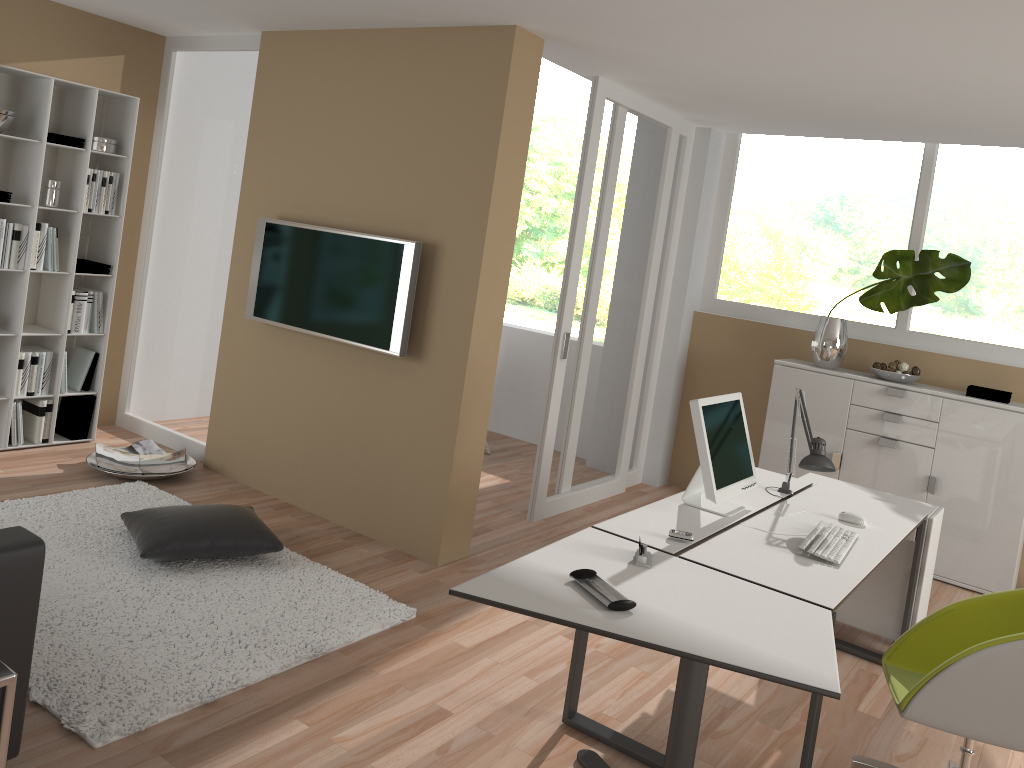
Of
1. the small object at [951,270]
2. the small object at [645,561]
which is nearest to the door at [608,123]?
the small object at [951,270]

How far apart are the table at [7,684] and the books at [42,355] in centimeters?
354cm

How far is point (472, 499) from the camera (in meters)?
4.53

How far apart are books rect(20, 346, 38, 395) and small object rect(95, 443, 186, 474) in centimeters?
52cm

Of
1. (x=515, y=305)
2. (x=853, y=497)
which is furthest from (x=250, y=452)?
(x=515, y=305)

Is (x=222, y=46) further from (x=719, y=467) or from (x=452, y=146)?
(x=719, y=467)

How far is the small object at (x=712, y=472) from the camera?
3.3m

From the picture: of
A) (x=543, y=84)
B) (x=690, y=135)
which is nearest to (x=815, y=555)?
(x=690, y=135)

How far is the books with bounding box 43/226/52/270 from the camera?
5.06m

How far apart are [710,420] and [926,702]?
1.2 meters
